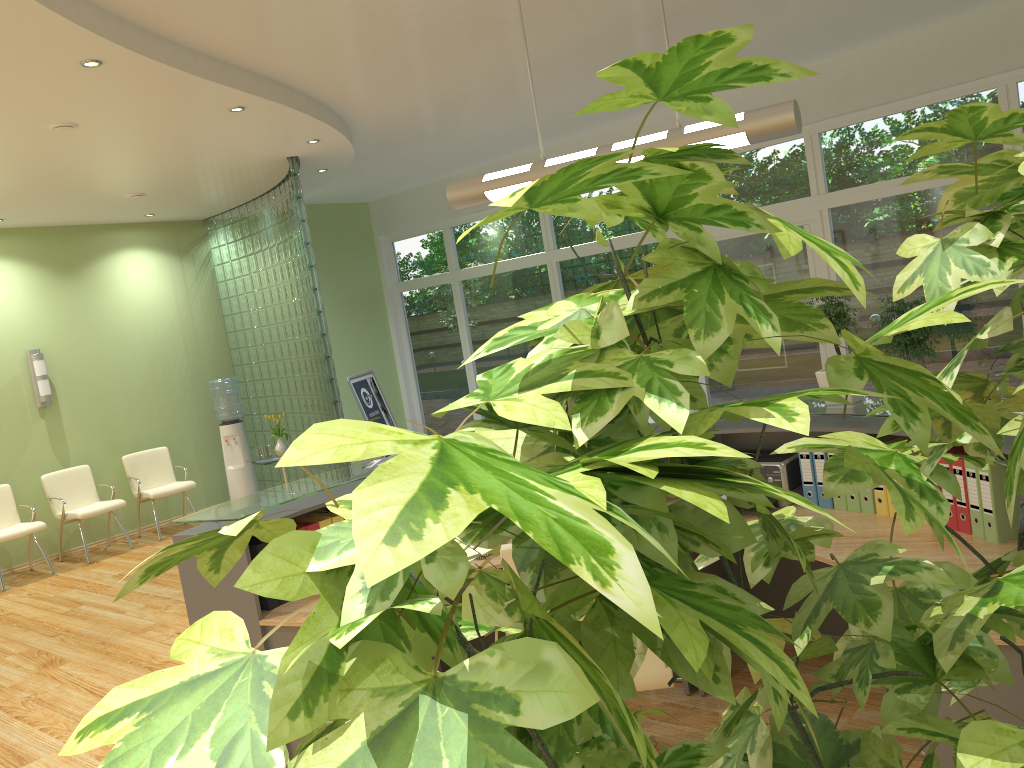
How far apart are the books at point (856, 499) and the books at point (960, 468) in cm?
49

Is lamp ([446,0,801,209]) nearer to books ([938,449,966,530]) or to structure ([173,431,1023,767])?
books ([938,449,966,530])

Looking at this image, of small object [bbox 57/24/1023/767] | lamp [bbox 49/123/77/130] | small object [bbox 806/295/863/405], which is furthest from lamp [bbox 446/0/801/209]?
lamp [bbox 49/123/77/130]

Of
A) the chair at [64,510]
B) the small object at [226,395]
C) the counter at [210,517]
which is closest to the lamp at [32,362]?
the chair at [64,510]

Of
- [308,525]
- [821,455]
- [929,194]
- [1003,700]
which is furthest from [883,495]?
[929,194]

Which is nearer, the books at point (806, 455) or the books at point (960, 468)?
the books at point (960, 468)

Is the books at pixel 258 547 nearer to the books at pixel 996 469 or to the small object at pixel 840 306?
the small object at pixel 840 306

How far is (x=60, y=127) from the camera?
5.5 meters

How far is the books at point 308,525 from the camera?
3.9m

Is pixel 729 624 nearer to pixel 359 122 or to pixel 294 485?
pixel 294 485
